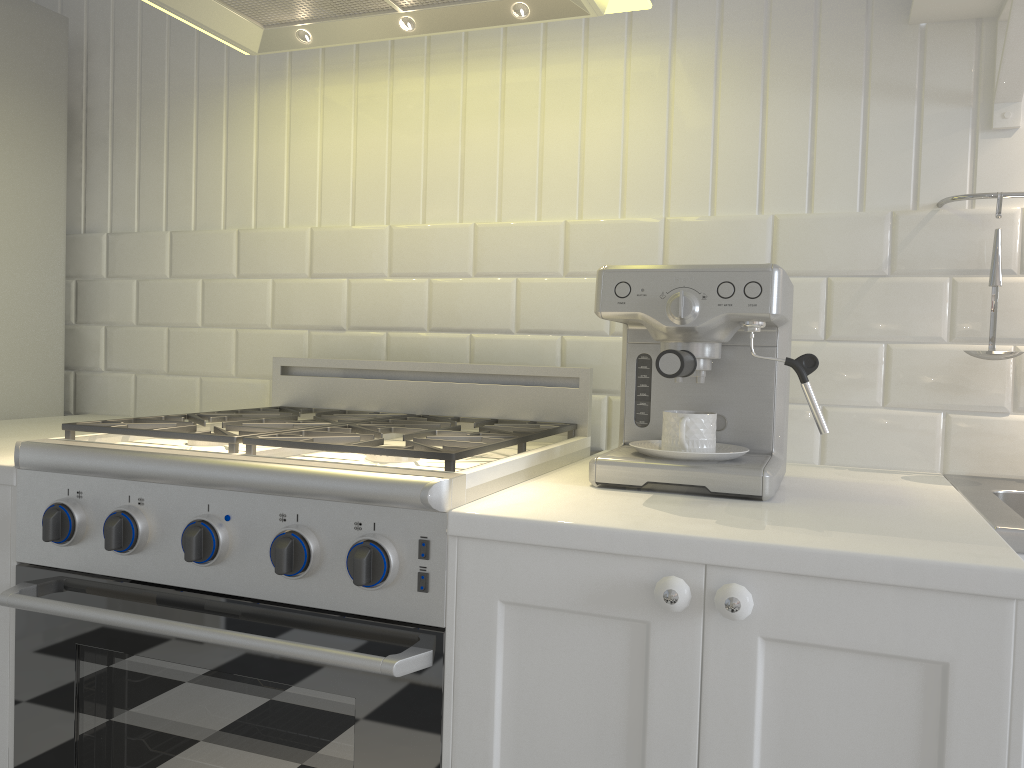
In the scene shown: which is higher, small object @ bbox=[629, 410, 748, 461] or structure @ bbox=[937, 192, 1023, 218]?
structure @ bbox=[937, 192, 1023, 218]

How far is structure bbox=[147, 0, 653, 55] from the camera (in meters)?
1.58

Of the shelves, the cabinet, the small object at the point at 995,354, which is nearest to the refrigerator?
the cabinet

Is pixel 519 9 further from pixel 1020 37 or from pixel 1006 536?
pixel 1006 536

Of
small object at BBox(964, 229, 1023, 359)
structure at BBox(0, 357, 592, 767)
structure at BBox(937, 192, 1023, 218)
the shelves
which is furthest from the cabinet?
the shelves

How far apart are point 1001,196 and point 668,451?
0.8 meters

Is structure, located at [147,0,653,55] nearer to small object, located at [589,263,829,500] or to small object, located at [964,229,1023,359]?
small object, located at [589,263,829,500]

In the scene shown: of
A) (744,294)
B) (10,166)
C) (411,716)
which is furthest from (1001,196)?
(10,166)

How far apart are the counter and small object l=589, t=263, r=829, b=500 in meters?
0.2 m

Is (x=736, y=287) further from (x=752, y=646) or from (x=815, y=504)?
(x=752, y=646)
